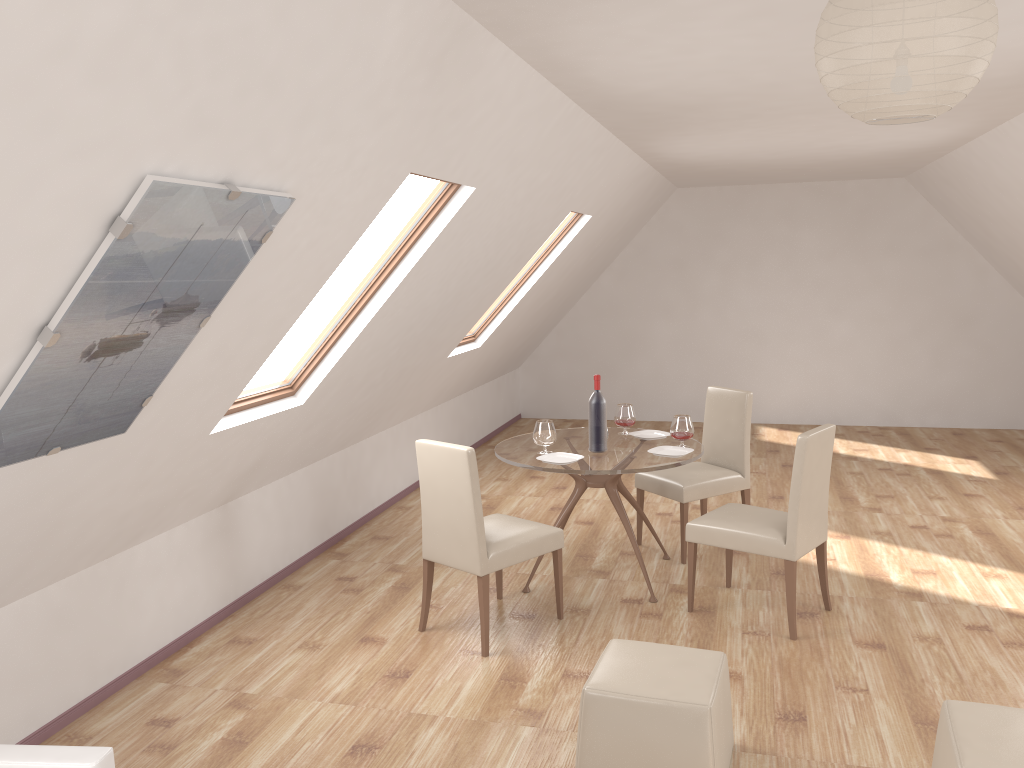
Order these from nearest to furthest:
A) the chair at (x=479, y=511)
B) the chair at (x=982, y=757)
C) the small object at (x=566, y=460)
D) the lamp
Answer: the lamp
the chair at (x=982, y=757)
the chair at (x=479, y=511)
the small object at (x=566, y=460)

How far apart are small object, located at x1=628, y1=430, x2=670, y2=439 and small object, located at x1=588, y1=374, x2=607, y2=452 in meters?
0.5 m

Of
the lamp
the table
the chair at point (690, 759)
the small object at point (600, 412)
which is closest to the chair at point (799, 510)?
the table

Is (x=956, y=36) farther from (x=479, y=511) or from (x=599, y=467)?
(x=599, y=467)

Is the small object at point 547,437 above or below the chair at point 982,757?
above

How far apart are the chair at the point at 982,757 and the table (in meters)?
1.92

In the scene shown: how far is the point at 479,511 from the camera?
4.13m

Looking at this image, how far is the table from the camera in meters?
4.6 m

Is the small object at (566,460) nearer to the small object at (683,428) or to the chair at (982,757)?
the small object at (683,428)

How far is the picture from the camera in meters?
2.2 m
